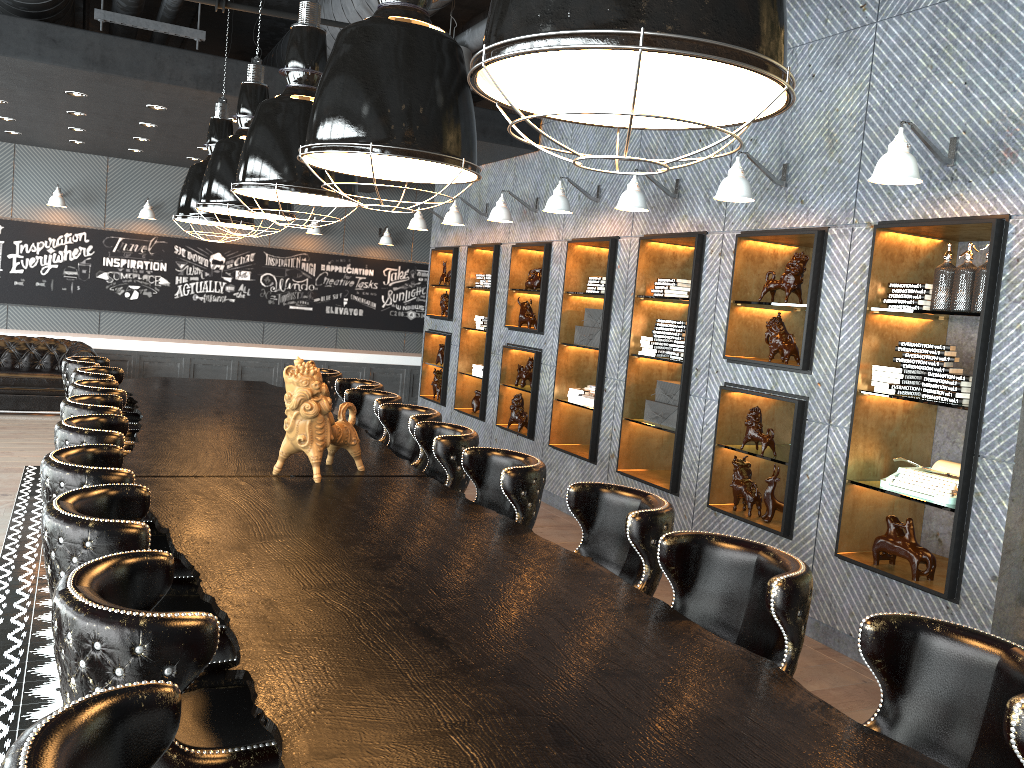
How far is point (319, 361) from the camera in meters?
13.0

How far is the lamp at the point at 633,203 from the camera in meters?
6.1 m

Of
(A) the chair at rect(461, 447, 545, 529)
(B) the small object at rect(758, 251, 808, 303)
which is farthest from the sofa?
(B) the small object at rect(758, 251, 808, 303)

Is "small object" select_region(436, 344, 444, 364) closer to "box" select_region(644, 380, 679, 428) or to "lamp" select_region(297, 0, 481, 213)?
"box" select_region(644, 380, 679, 428)

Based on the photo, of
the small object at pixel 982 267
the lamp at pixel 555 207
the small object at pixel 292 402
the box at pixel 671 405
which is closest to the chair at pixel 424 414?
the small object at pixel 292 402

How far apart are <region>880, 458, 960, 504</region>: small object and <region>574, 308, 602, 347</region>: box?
3.1 meters

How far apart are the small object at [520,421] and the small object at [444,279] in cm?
234

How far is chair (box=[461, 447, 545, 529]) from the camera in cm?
360

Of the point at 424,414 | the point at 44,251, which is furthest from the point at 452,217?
the point at 44,251

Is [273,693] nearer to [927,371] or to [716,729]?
[716,729]
